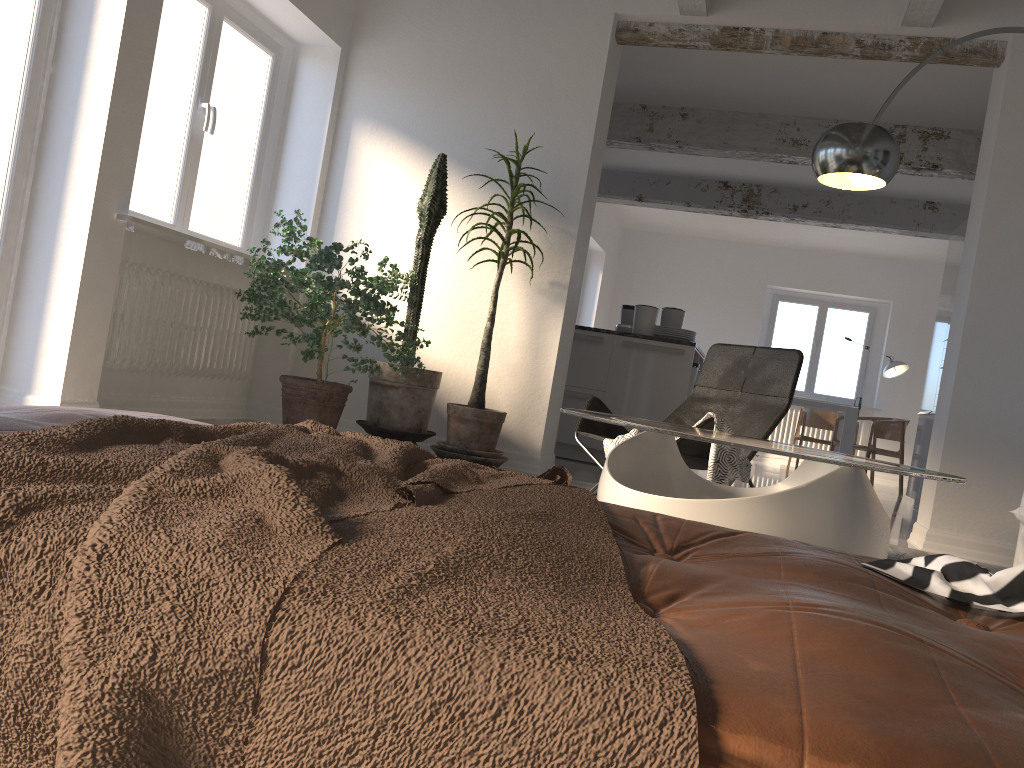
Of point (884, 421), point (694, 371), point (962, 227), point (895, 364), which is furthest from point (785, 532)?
point (895, 364)

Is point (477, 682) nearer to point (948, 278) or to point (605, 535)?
point (605, 535)

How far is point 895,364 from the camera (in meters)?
10.57

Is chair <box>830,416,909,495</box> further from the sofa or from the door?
the door

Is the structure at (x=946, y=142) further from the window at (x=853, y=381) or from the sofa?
the window at (x=853, y=381)

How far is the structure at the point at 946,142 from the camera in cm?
661

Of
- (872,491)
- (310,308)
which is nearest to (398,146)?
(310,308)

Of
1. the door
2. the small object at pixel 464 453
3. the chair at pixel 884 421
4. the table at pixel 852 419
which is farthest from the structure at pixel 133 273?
the chair at pixel 884 421

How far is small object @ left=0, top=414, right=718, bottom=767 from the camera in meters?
0.5

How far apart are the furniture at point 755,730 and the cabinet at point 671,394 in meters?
5.2
